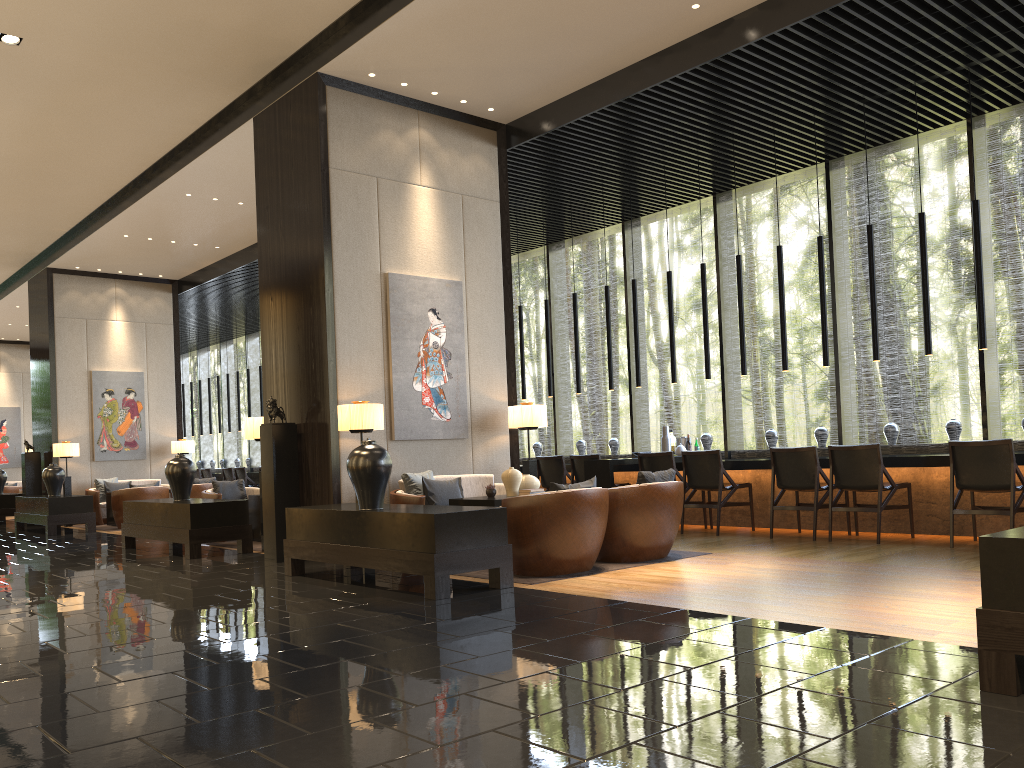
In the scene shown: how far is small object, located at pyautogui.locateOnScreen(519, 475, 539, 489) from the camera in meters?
7.2

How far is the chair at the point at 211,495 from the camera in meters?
9.9 m

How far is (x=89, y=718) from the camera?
3.0 meters

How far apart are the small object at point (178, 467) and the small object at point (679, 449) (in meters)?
5.25

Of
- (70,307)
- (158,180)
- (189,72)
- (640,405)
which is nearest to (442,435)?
(189,72)

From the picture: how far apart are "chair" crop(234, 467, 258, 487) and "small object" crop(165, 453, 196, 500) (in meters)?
7.60

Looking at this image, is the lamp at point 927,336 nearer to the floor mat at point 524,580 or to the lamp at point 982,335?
the lamp at point 982,335

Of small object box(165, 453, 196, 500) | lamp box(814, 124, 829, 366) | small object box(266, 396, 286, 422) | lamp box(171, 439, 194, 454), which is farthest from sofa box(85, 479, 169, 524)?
lamp box(814, 124, 829, 366)

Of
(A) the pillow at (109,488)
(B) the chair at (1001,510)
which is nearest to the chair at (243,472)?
(A) the pillow at (109,488)

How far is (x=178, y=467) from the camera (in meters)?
9.05
